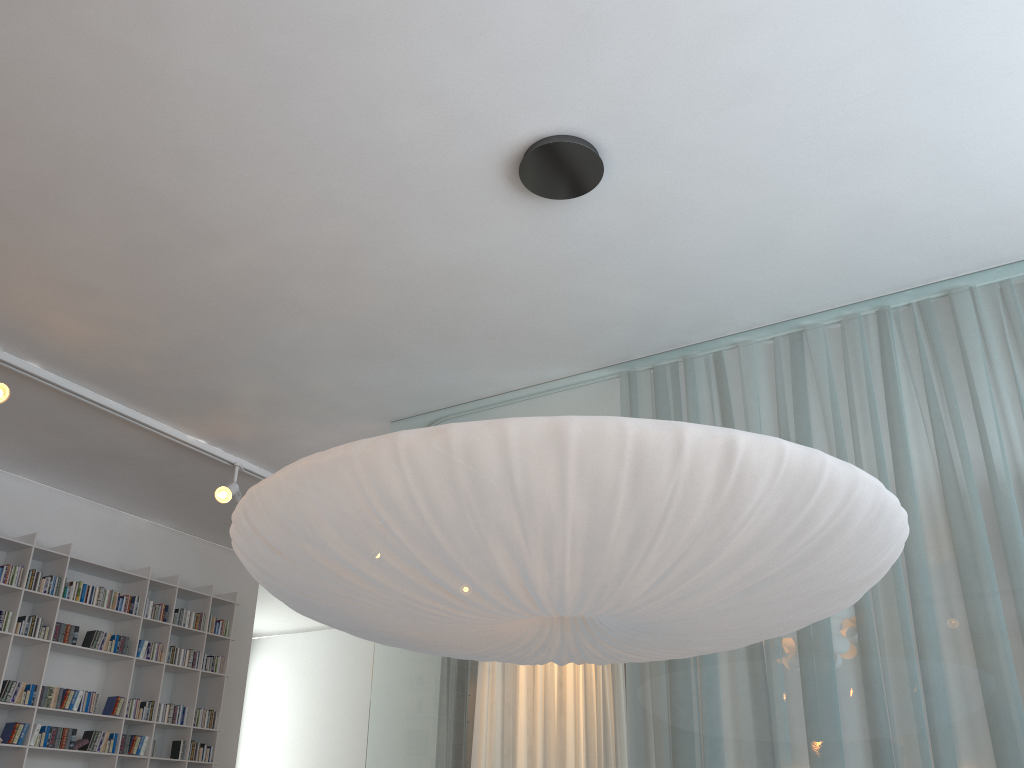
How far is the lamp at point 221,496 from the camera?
4.3m

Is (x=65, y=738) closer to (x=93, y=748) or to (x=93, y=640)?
(x=93, y=748)

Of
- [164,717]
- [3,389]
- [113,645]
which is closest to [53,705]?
[113,645]

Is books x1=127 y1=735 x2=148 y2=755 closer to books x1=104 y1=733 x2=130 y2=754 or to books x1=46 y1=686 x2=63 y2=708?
books x1=104 y1=733 x2=130 y2=754

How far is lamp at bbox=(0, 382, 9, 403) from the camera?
3.34m

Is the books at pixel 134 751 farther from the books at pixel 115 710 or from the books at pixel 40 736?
the books at pixel 40 736

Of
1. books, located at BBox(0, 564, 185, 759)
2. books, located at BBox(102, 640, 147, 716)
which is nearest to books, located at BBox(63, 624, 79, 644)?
books, located at BBox(0, 564, 185, 759)

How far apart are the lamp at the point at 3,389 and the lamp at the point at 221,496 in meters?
1.2 m

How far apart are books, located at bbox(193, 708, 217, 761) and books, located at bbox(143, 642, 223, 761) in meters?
0.0

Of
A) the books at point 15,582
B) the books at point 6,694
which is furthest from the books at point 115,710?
the books at point 6,694
